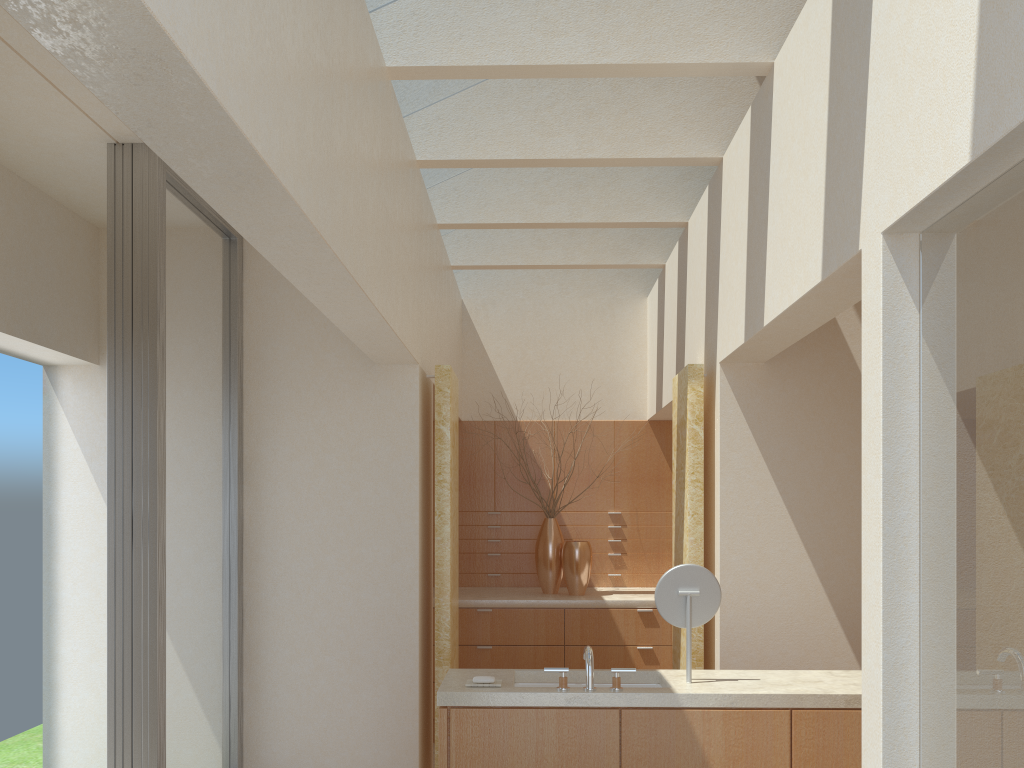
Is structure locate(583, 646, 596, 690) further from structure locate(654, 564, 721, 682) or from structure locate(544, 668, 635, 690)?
structure locate(654, 564, 721, 682)

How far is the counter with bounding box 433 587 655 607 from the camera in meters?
14.5

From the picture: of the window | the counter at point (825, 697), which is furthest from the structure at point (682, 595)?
the window

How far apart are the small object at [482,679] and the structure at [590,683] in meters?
0.9

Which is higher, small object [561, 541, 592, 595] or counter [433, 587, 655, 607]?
small object [561, 541, 592, 595]

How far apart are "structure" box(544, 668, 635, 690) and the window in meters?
3.7

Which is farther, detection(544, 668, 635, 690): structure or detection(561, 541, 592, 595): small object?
detection(561, 541, 592, 595): small object

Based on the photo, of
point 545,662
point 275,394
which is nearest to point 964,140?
point 275,394

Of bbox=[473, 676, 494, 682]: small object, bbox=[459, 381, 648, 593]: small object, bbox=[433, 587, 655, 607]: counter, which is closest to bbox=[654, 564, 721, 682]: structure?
bbox=[473, 676, 494, 682]: small object

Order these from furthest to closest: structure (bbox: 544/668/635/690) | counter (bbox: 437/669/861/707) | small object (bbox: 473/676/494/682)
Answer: small object (bbox: 473/676/494/682), structure (bbox: 544/668/635/690), counter (bbox: 437/669/861/707)
